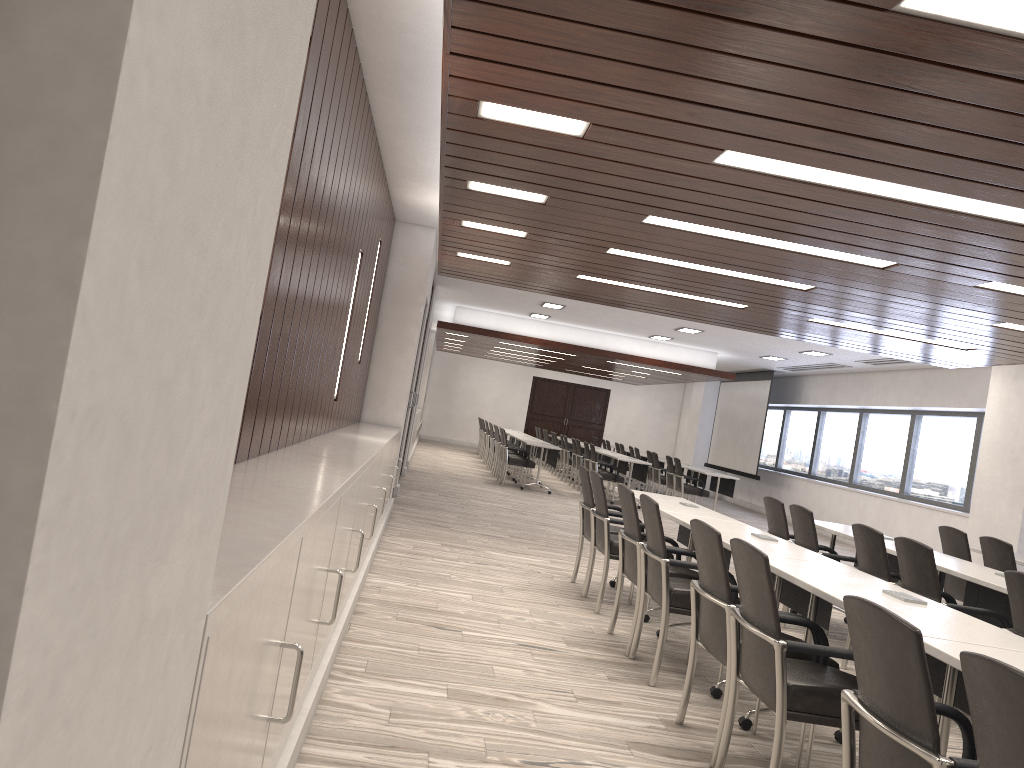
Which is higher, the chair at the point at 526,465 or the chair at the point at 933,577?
the chair at the point at 933,577

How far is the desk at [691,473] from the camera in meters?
16.4

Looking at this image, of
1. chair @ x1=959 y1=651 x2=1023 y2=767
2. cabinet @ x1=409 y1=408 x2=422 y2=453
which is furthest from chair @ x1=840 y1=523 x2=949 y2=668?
cabinet @ x1=409 y1=408 x2=422 y2=453

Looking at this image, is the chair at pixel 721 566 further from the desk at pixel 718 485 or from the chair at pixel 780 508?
the desk at pixel 718 485

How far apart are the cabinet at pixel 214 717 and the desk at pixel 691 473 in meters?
9.5 m

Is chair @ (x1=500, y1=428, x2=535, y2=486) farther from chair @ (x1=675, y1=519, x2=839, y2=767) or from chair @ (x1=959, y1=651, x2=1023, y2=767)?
chair @ (x1=959, y1=651, x2=1023, y2=767)

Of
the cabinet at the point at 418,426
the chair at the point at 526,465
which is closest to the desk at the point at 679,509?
the chair at the point at 526,465

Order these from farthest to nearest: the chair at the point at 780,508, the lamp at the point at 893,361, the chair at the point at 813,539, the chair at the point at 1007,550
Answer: the lamp at the point at 893,361 → the chair at the point at 780,508 → the chair at the point at 1007,550 → the chair at the point at 813,539

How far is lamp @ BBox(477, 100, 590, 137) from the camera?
3.6m

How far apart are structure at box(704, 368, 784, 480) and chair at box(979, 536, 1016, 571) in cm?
1112
